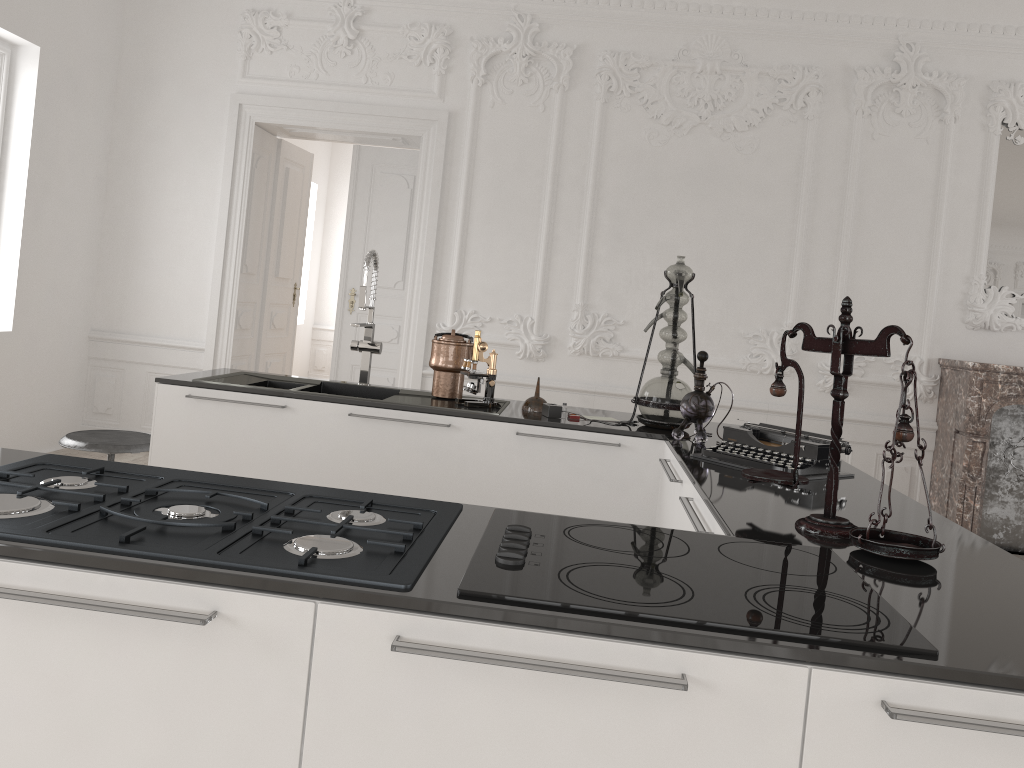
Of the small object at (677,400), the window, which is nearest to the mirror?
the small object at (677,400)

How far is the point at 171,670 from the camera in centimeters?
120cm

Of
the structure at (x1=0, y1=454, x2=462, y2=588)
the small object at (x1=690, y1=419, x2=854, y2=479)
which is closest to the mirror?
the small object at (x1=690, y1=419, x2=854, y2=479)

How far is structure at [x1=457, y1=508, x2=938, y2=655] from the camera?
1.2m

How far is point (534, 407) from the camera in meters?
3.5

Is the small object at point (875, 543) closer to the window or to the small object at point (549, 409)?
the small object at point (549, 409)

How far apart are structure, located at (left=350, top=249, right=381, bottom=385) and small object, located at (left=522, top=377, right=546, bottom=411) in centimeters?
73cm

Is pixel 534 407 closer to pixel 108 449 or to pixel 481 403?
pixel 481 403

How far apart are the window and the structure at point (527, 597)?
5.2 meters

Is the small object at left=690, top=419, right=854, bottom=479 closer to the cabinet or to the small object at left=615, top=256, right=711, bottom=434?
the cabinet
